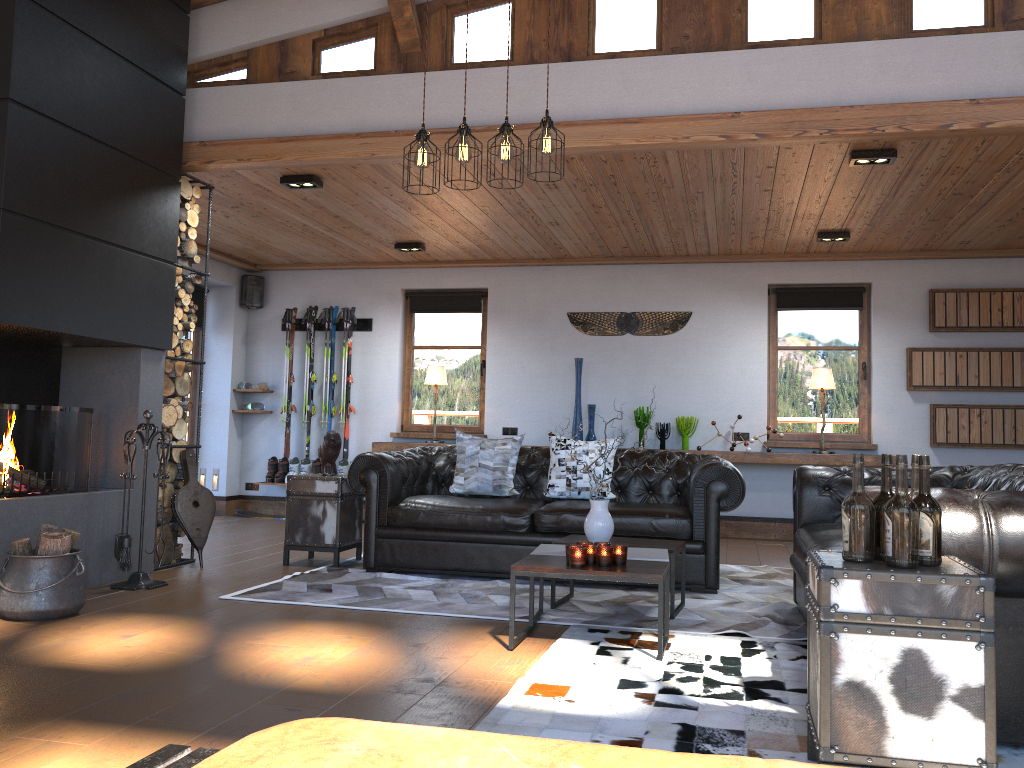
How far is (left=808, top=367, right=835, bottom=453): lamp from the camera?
8.0m

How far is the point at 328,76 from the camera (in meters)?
5.84

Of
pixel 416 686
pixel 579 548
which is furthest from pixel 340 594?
pixel 416 686

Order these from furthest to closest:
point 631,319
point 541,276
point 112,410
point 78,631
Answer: point 541,276, point 631,319, point 112,410, point 78,631

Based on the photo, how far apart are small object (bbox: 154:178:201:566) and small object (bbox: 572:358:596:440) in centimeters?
371cm

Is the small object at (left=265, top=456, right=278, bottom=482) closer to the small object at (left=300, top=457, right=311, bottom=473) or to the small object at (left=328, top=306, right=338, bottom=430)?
the small object at (left=300, top=457, right=311, bottom=473)

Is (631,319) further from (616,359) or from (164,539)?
(164,539)

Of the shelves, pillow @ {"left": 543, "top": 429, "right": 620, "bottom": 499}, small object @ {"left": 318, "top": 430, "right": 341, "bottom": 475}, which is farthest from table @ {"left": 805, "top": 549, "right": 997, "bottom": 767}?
the shelves

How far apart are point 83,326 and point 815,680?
4.24m

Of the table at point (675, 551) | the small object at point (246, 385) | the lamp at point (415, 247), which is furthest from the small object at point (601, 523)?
the small object at point (246, 385)
